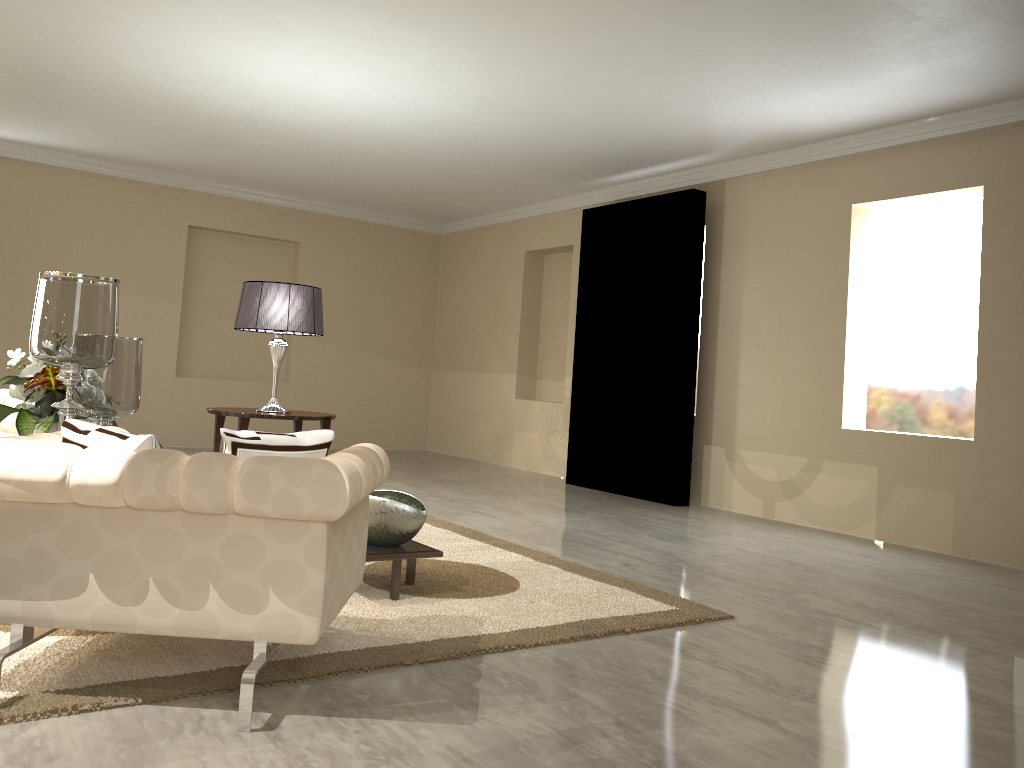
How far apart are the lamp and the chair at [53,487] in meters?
2.3

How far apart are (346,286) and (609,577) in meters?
5.7 m

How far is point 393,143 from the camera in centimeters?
613cm

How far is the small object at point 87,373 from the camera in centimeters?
296cm

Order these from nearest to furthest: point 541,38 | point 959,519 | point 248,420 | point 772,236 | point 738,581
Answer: point 738,581
point 541,38
point 248,420
point 959,519
point 772,236

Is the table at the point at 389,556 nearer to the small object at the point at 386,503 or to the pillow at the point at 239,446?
the small object at the point at 386,503

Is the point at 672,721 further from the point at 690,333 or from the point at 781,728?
the point at 690,333

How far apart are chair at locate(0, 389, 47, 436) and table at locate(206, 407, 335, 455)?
0.9 meters

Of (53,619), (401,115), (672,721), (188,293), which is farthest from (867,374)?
(188,293)

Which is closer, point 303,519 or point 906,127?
point 303,519
